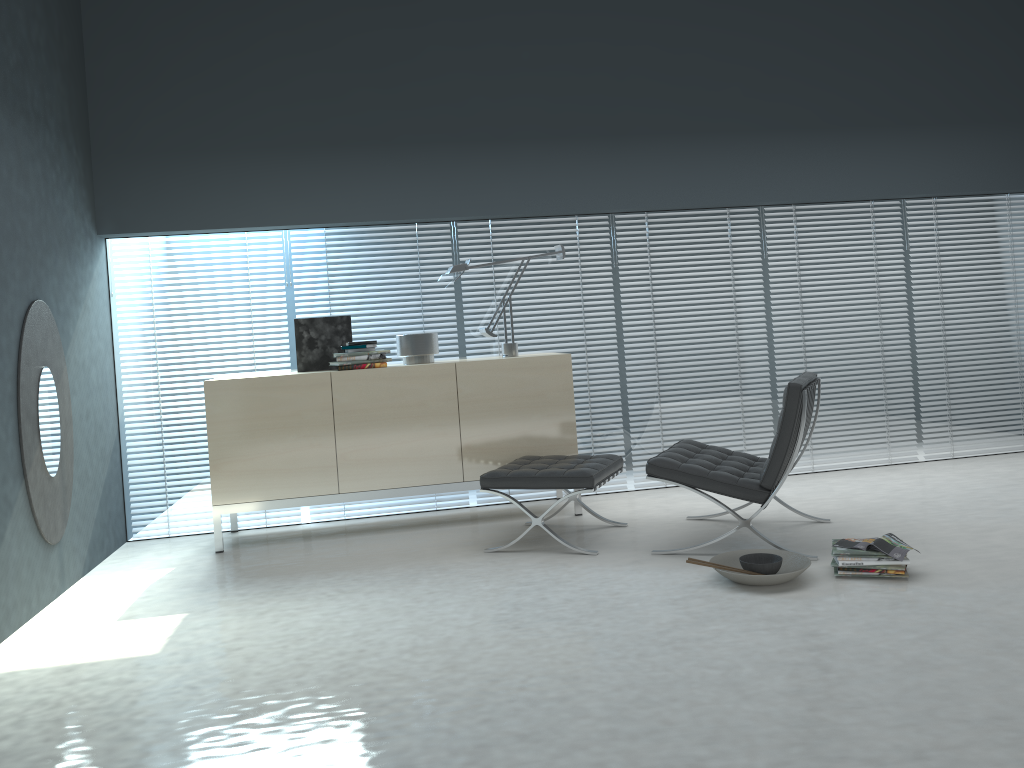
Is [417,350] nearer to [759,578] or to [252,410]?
[252,410]

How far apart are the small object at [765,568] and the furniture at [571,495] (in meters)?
0.77

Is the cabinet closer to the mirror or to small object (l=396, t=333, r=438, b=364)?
small object (l=396, t=333, r=438, b=364)

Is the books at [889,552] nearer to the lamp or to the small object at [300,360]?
the lamp

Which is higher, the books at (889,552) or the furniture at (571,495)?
the furniture at (571,495)

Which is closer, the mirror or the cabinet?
the mirror

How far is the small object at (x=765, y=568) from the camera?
3.4 meters

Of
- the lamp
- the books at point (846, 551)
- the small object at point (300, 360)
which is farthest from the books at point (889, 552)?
the small object at point (300, 360)

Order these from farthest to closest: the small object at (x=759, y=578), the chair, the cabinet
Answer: the cabinet, the chair, the small object at (x=759, y=578)

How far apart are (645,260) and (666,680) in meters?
3.3 m
